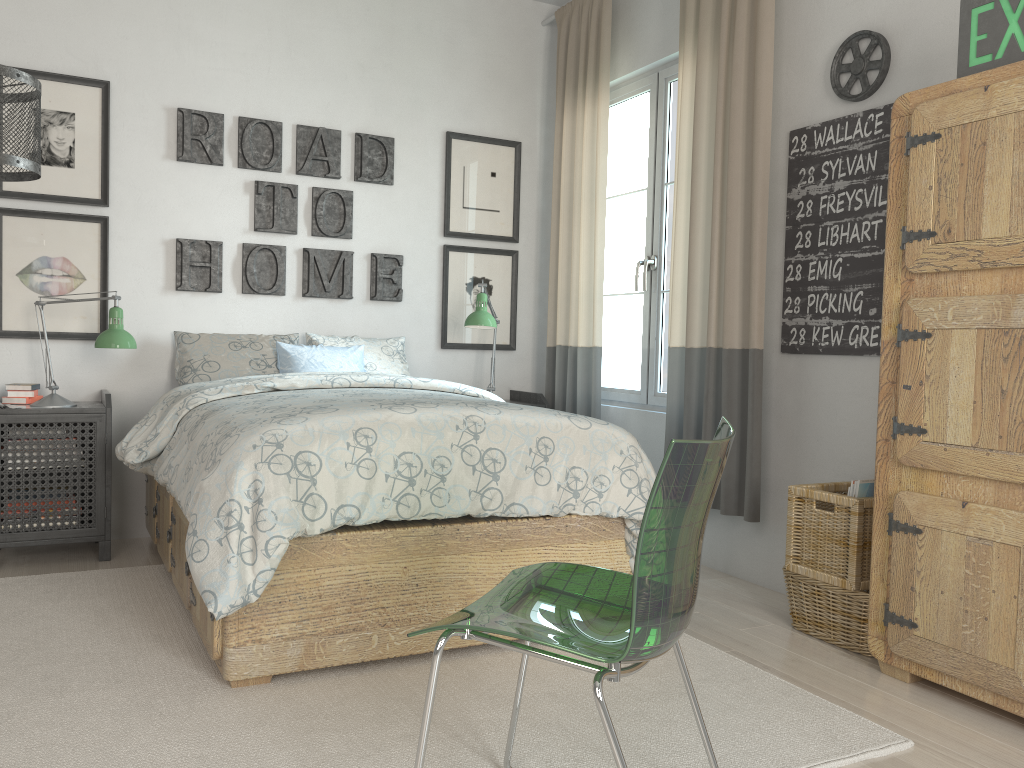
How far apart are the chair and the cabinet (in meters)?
0.93

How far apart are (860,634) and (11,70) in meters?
2.9

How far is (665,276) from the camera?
4.0 meters

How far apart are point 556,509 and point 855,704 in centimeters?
91cm

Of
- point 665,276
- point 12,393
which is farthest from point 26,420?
point 665,276

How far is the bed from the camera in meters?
2.1

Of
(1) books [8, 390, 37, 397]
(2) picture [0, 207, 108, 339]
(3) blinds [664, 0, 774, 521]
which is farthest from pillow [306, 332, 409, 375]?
(3) blinds [664, 0, 774, 521]

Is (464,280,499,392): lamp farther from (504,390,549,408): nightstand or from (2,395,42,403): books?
(2,395,42,403): books

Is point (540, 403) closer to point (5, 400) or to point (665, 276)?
point (665, 276)

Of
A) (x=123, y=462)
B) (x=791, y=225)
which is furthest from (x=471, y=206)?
(x=123, y=462)
